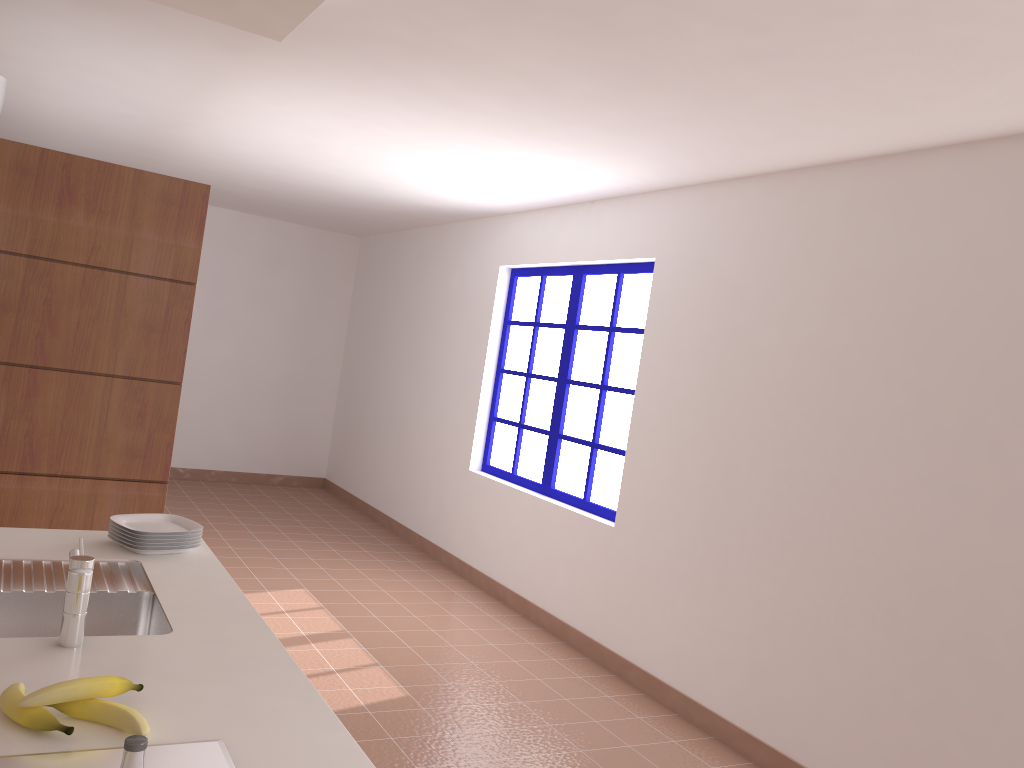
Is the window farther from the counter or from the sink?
the sink

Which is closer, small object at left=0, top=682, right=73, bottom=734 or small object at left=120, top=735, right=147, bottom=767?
small object at left=120, top=735, right=147, bottom=767

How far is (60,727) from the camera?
1.4 meters

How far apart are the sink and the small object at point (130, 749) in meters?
0.9 m

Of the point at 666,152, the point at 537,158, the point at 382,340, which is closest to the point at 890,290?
the point at 666,152

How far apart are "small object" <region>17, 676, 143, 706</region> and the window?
3.54m

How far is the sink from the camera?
1.7m

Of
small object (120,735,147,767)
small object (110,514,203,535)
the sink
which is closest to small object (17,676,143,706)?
the sink

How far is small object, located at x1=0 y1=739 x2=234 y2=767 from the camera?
1.3 meters

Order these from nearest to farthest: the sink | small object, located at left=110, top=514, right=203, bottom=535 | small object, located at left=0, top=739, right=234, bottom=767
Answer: small object, located at left=0, top=739, right=234, bottom=767 < the sink < small object, located at left=110, top=514, right=203, bottom=535
